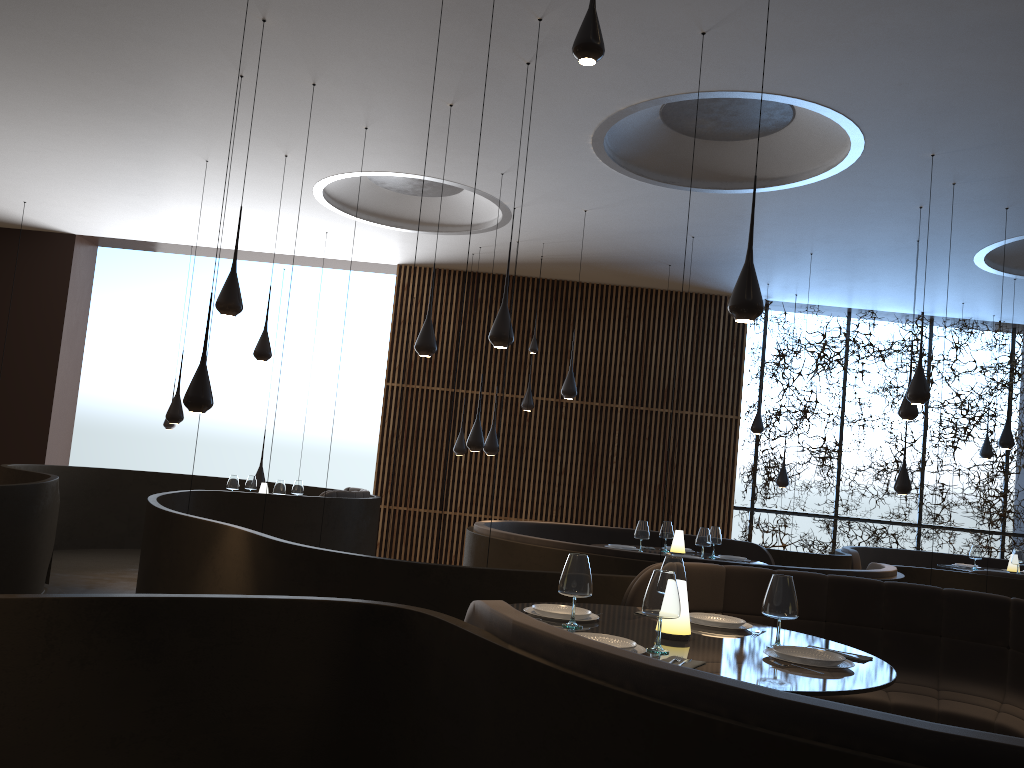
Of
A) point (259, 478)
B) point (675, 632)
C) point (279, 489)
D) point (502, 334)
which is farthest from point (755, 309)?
point (259, 478)

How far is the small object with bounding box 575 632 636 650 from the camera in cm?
321

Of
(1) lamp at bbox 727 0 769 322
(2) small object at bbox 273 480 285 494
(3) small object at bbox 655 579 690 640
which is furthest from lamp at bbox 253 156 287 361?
(3) small object at bbox 655 579 690 640

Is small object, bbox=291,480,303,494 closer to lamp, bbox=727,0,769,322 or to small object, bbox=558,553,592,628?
lamp, bbox=727,0,769,322

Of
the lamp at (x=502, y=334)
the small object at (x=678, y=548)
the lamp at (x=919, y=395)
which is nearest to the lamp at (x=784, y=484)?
the small object at (x=678, y=548)

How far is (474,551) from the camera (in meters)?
7.75

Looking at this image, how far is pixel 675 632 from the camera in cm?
352

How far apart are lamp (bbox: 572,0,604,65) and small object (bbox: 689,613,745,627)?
2.44m

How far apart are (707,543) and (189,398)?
4.6m

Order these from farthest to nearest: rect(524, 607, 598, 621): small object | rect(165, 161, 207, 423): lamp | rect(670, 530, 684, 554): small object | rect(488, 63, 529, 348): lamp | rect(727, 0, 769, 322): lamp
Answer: rect(165, 161, 207, 423): lamp < rect(670, 530, 684, 554): small object < rect(488, 63, 529, 348): lamp < rect(727, 0, 769, 322): lamp < rect(524, 607, 598, 621): small object
